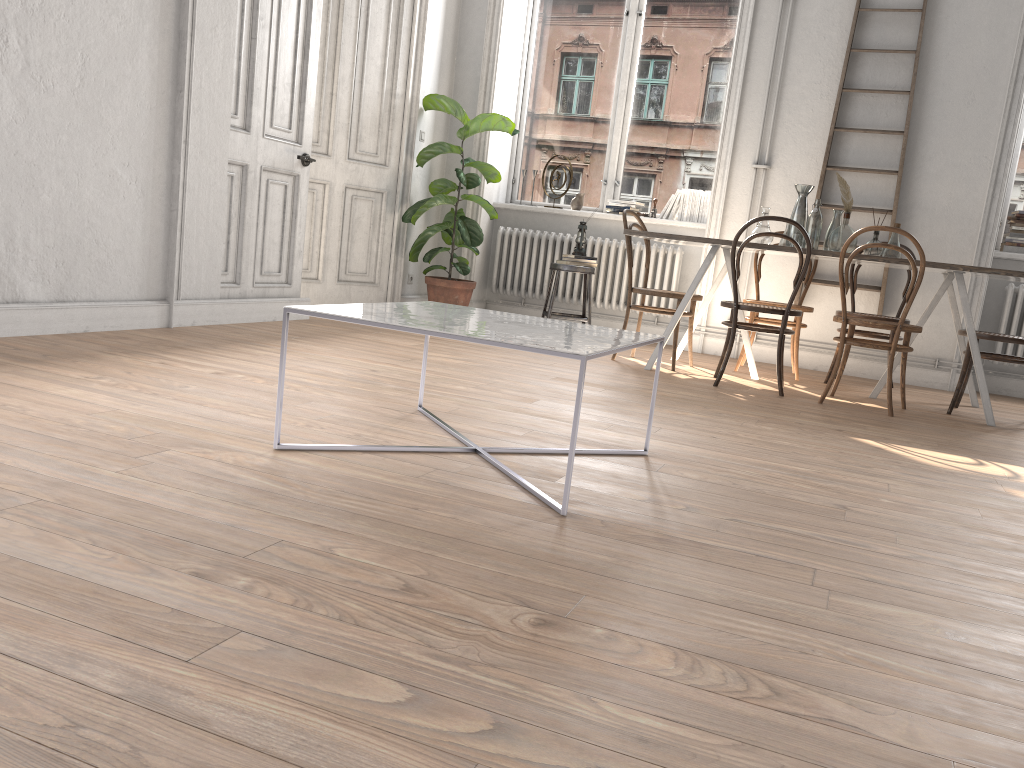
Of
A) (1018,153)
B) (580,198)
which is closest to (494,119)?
(580,198)

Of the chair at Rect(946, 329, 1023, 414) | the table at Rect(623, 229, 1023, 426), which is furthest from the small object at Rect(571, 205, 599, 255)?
the chair at Rect(946, 329, 1023, 414)

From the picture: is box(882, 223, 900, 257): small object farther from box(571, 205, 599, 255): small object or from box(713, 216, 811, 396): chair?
box(571, 205, 599, 255): small object

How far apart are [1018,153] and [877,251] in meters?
2.0

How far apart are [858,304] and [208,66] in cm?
437

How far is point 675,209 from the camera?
6.8 meters

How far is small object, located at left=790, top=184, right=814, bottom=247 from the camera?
5.2m

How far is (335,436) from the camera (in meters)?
2.65

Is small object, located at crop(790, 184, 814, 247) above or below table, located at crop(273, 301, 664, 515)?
above

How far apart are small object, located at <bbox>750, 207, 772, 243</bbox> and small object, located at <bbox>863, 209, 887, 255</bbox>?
0.5 meters
